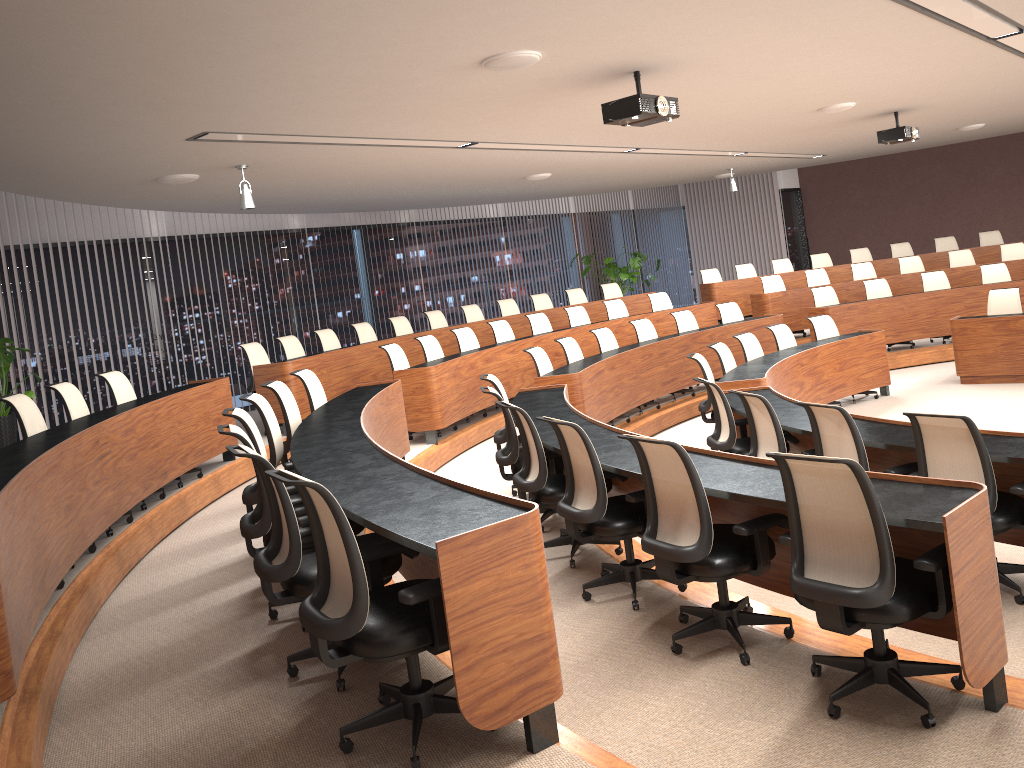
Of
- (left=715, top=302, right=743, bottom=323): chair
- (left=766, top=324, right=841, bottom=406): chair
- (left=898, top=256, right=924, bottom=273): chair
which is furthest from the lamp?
(left=898, top=256, right=924, bottom=273): chair

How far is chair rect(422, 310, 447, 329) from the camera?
11.9m

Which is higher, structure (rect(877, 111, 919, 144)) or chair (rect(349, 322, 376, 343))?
structure (rect(877, 111, 919, 144))

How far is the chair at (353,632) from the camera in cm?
272

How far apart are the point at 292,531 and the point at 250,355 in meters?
6.0

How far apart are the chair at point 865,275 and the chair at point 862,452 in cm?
921

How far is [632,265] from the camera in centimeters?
1567cm

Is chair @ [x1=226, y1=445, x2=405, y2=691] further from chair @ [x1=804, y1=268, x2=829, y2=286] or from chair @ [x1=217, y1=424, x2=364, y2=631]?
chair @ [x1=804, y1=268, x2=829, y2=286]

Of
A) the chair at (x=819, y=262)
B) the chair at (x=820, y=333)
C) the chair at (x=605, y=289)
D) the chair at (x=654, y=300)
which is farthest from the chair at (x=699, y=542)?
the chair at (x=819, y=262)

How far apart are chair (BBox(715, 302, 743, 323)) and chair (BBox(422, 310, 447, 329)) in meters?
3.7 m
